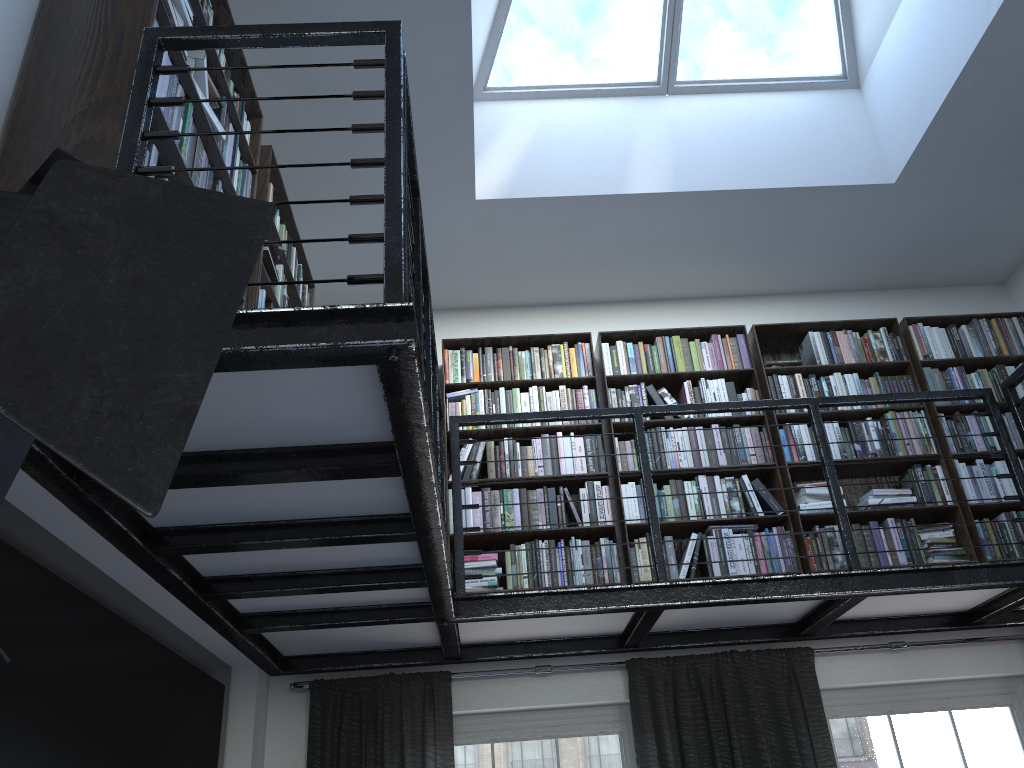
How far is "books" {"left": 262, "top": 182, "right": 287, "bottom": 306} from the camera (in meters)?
3.39

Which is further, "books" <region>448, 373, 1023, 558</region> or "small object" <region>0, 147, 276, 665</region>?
"books" <region>448, 373, 1023, 558</region>

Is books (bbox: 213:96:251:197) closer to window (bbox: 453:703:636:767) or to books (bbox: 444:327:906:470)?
books (bbox: 444:327:906:470)

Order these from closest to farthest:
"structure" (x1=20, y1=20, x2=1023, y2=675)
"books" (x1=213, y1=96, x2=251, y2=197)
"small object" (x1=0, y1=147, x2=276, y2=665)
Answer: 1. "small object" (x1=0, y1=147, x2=276, y2=665)
2. "structure" (x1=20, y1=20, x2=1023, y2=675)
3. "books" (x1=213, y1=96, x2=251, y2=197)

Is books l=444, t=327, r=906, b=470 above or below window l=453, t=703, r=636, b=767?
above

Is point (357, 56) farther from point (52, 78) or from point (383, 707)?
point (383, 707)

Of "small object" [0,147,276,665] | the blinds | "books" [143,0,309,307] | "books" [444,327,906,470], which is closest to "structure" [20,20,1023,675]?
the blinds

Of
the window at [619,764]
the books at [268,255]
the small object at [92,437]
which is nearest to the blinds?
the window at [619,764]

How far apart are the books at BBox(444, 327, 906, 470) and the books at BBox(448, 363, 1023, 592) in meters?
0.1 m

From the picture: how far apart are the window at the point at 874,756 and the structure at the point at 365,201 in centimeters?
31cm
